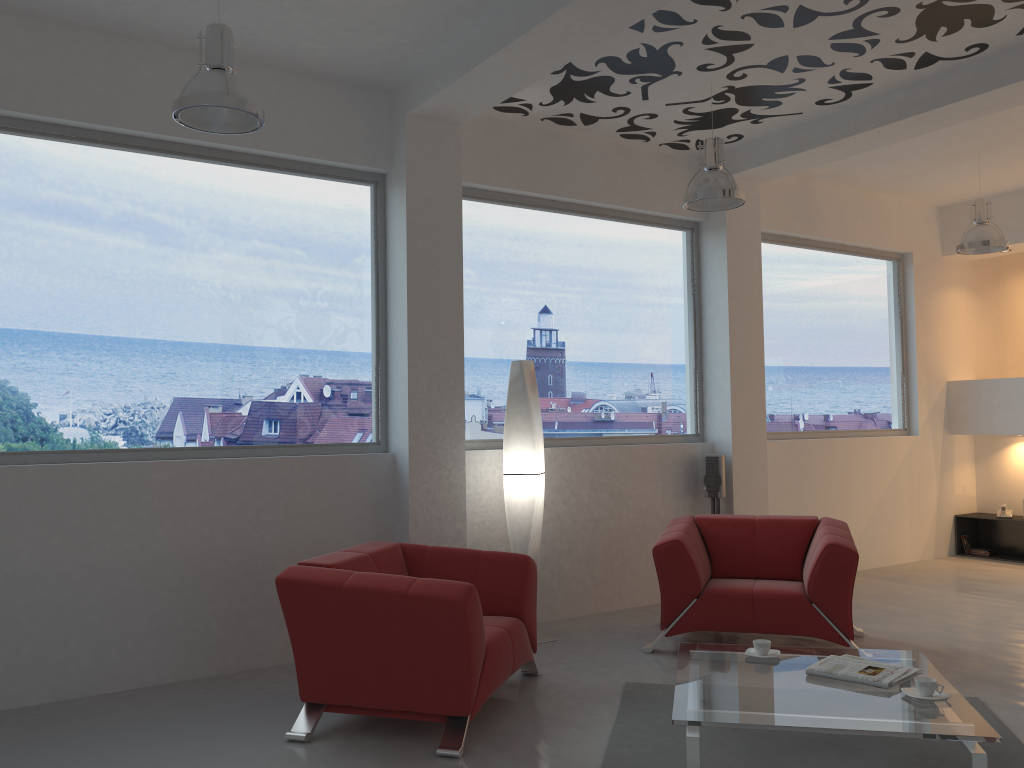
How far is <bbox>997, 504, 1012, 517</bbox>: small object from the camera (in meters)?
8.53

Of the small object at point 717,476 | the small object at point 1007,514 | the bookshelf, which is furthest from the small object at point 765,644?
the small object at point 1007,514

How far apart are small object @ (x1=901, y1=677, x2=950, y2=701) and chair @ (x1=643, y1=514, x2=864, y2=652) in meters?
1.5

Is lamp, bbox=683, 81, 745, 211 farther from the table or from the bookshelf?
the bookshelf

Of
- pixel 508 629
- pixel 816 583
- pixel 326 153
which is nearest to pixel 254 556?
pixel 508 629

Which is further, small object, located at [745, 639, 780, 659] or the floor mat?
small object, located at [745, 639, 780, 659]

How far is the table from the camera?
3.1 meters

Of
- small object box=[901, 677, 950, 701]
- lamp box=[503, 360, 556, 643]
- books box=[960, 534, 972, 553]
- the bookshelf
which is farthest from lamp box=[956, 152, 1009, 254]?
small object box=[901, 677, 950, 701]

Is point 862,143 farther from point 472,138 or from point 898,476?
point 898,476

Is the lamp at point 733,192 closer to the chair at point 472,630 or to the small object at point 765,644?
the chair at point 472,630
